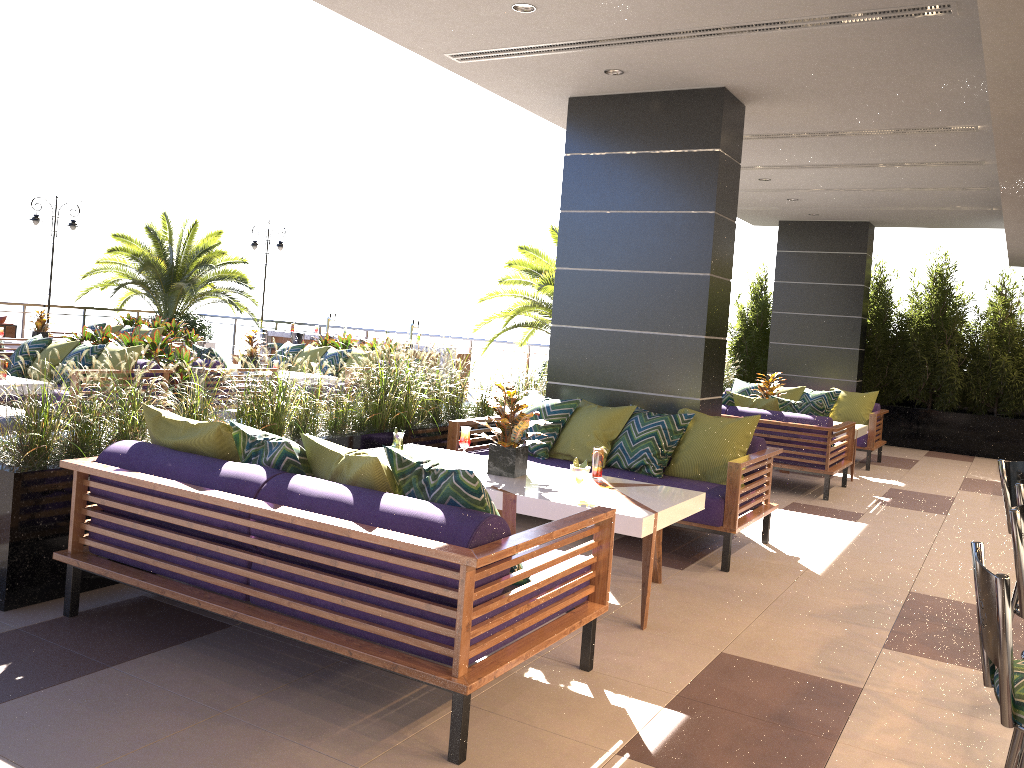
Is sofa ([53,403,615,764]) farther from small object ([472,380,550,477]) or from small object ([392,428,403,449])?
small object ([392,428,403,449])

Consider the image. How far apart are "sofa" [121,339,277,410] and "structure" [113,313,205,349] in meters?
5.1 m

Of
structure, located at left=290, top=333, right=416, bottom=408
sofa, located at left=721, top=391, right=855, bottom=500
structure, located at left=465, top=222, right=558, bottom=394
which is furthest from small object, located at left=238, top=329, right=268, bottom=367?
sofa, located at left=721, top=391, right=855, bottom=500

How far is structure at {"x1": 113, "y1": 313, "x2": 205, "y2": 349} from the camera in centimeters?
1482cm

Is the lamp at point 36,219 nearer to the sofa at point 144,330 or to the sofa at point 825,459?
the sofa at point 144,330

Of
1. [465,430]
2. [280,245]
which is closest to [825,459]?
[465,430]

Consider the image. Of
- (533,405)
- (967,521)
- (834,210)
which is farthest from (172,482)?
(834,210)

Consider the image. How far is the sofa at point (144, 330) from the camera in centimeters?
1431cm

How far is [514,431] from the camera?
4.9m

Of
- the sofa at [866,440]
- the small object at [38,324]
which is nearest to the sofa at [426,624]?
the sofa at [866,440]
